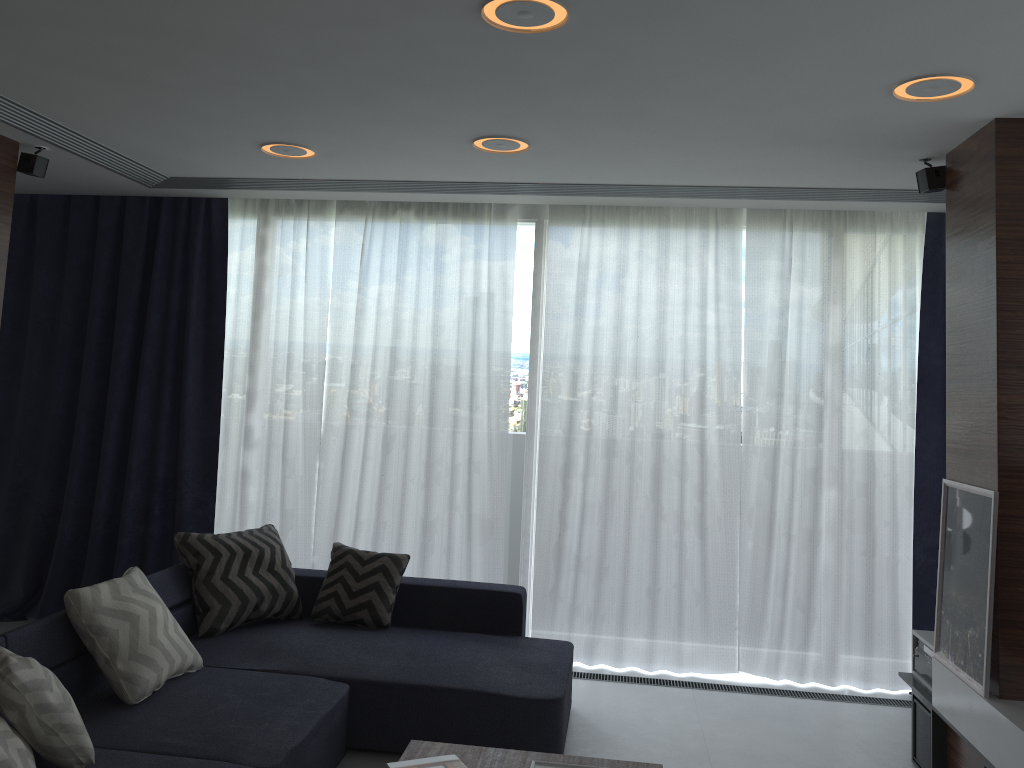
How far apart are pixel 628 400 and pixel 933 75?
2.5m

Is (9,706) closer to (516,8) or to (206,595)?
(206,595)

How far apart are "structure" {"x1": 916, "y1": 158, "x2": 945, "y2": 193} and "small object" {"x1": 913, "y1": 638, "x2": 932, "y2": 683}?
2.0 meters

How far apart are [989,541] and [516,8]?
2.44m

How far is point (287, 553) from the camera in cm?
522

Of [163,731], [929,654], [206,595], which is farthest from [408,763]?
[929,654]

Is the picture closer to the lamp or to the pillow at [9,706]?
the lamp

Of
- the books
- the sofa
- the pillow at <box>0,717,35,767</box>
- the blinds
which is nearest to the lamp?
the blinds

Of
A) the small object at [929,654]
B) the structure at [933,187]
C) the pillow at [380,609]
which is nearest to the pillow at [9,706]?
the pillow at [380,609]

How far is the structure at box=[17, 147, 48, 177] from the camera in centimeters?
421cm
